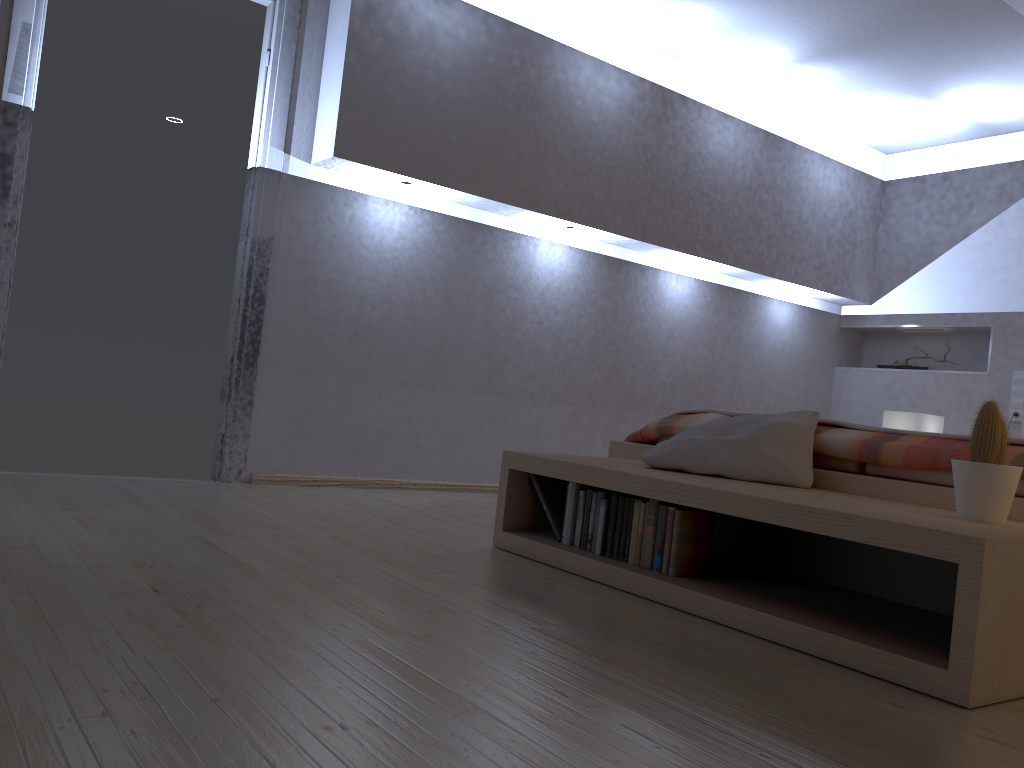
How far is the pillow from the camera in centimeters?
253cm

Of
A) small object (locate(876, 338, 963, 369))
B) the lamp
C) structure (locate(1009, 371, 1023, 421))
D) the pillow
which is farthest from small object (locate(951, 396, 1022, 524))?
small object (locate(876, 338, 963, 369))

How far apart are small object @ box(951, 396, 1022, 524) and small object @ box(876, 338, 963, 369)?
4.0 meters

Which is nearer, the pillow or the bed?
the bed

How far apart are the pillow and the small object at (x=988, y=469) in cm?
53

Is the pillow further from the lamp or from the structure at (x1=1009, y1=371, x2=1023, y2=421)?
the structure at (x1=1009, y1=371, x2=1023, y2=421)

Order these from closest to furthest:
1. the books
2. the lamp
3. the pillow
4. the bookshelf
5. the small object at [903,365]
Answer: the bookshelf < the books < the pillow < the lamp < the small object at [903,365]

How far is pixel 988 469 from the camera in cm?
194

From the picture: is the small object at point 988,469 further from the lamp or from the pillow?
the lamp

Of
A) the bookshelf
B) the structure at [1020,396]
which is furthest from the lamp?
the bookshelf
